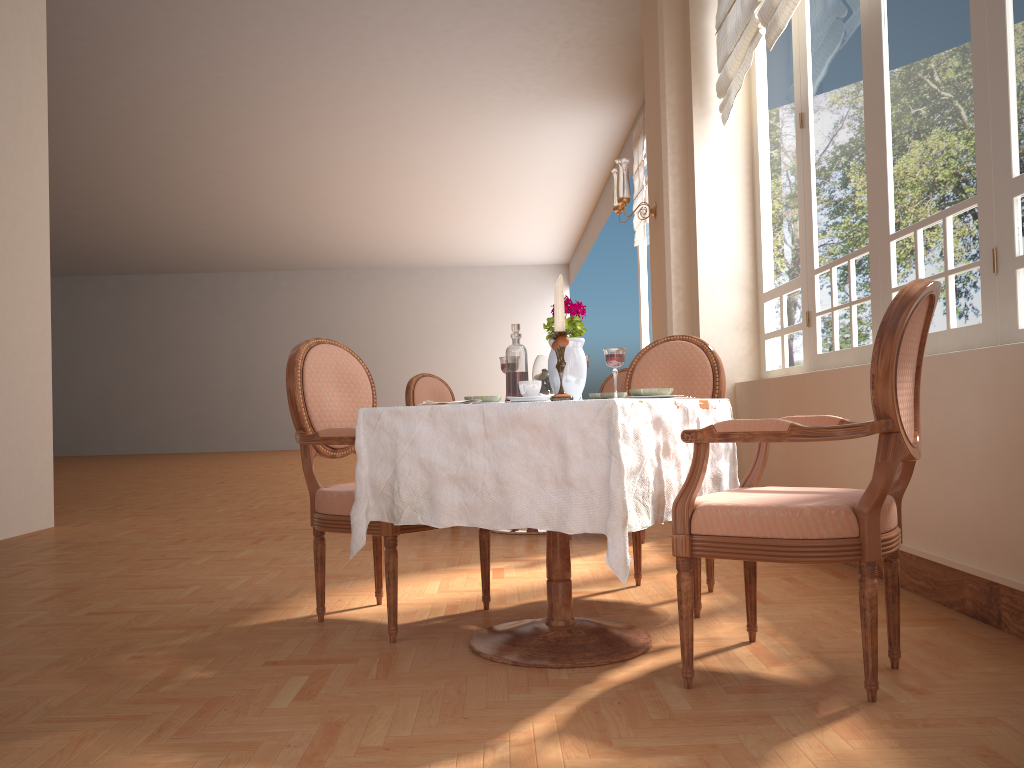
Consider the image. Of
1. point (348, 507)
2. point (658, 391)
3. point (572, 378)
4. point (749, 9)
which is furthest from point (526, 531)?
point (749, 9)

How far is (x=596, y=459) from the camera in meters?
2.0

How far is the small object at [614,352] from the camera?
2.33m

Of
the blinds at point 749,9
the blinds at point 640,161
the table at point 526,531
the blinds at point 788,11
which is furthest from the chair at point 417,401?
the blinds at point 640,161

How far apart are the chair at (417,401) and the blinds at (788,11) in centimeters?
276cm

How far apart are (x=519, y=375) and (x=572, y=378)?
0.2 meters

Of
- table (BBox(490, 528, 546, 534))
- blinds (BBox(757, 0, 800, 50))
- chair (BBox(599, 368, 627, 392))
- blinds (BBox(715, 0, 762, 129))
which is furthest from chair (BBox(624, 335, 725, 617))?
chair (BBox(599, 368, 627, 392))

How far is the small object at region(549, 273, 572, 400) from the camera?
2.21m

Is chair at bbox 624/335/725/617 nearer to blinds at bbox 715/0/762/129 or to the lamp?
blinds at bbox 715/0/762/129

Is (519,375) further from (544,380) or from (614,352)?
(614,352)
